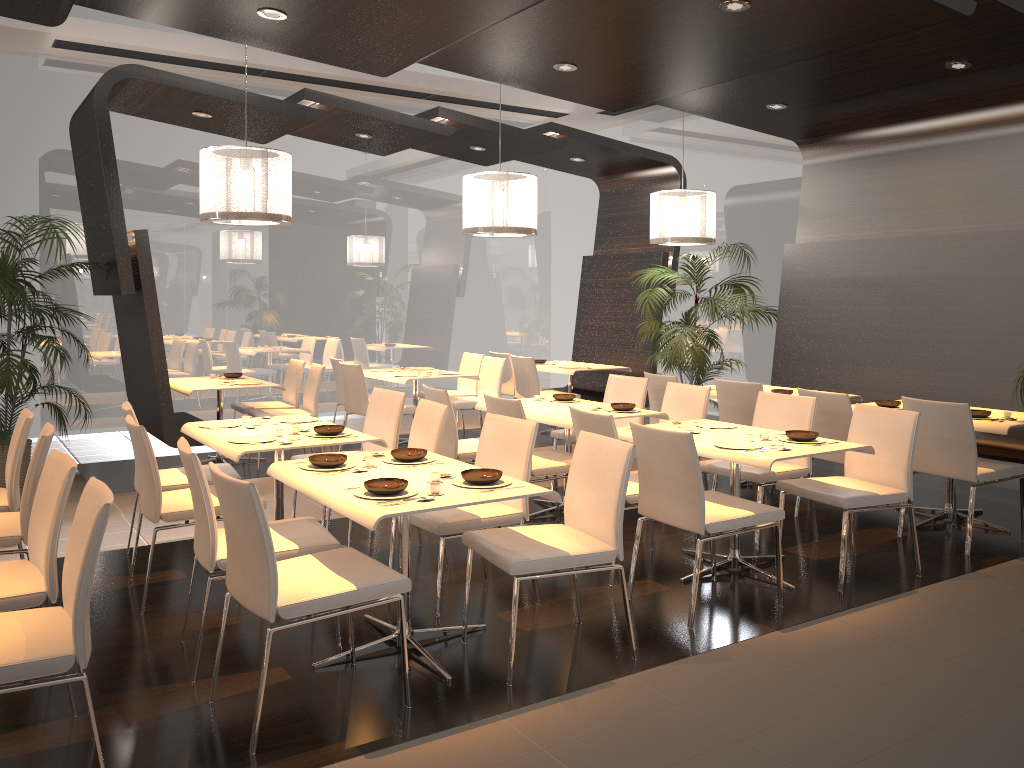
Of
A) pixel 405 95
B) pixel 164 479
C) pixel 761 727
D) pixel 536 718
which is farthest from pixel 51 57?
pixel 761 727

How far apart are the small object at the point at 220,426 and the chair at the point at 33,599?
1.6 meters

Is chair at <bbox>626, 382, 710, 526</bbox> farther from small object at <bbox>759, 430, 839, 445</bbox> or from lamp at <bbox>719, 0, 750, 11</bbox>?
lamp at <bbox>719, 0, 750, 11</bbox>

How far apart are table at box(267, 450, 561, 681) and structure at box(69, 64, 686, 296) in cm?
333

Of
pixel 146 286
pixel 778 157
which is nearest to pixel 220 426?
pixel 146 286

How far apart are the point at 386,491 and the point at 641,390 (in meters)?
3.63

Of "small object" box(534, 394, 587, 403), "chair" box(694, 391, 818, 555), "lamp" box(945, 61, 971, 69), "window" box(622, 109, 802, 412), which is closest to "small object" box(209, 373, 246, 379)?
"small object" box(534, 394, 587, 403)

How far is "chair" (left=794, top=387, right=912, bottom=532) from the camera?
5.6m

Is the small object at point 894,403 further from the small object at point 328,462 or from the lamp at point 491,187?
the small object at point 328,462

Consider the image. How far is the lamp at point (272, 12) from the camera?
4.7 meters
